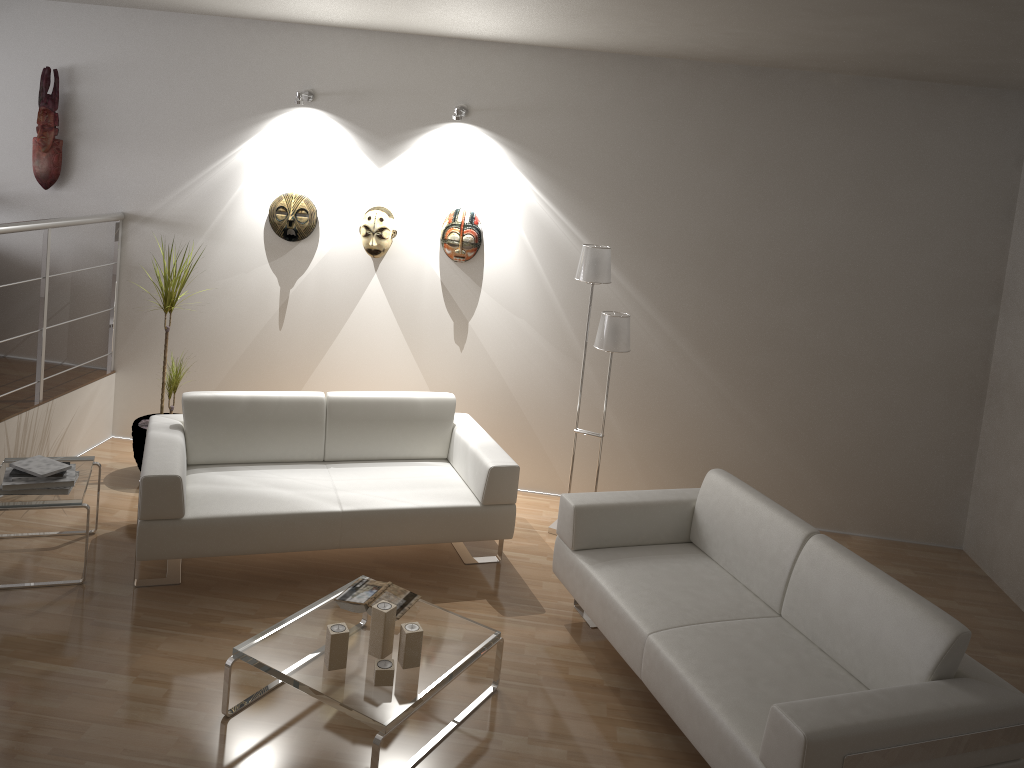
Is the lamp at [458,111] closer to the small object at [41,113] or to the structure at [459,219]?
the structure at [459,219]

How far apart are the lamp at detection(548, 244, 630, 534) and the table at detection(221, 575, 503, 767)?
1.54m

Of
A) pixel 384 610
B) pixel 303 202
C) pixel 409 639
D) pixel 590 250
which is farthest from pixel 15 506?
pixel 590 250

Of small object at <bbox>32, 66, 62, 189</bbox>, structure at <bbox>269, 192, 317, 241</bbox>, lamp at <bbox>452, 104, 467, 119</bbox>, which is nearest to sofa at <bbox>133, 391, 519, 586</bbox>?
structure at <bbox>269, 192, 317, 241</bbox>

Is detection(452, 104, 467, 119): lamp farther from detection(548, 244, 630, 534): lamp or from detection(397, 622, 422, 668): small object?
detection(397, 622, 422, 668): small object

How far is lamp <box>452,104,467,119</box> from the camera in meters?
5.1

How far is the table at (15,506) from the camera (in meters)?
3.92

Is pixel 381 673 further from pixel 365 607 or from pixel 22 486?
pixel 22 486

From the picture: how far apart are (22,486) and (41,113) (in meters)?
2.63

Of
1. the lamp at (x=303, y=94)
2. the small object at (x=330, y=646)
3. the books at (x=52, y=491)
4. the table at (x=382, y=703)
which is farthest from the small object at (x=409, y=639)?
the lamp at (x=303, y=94)
